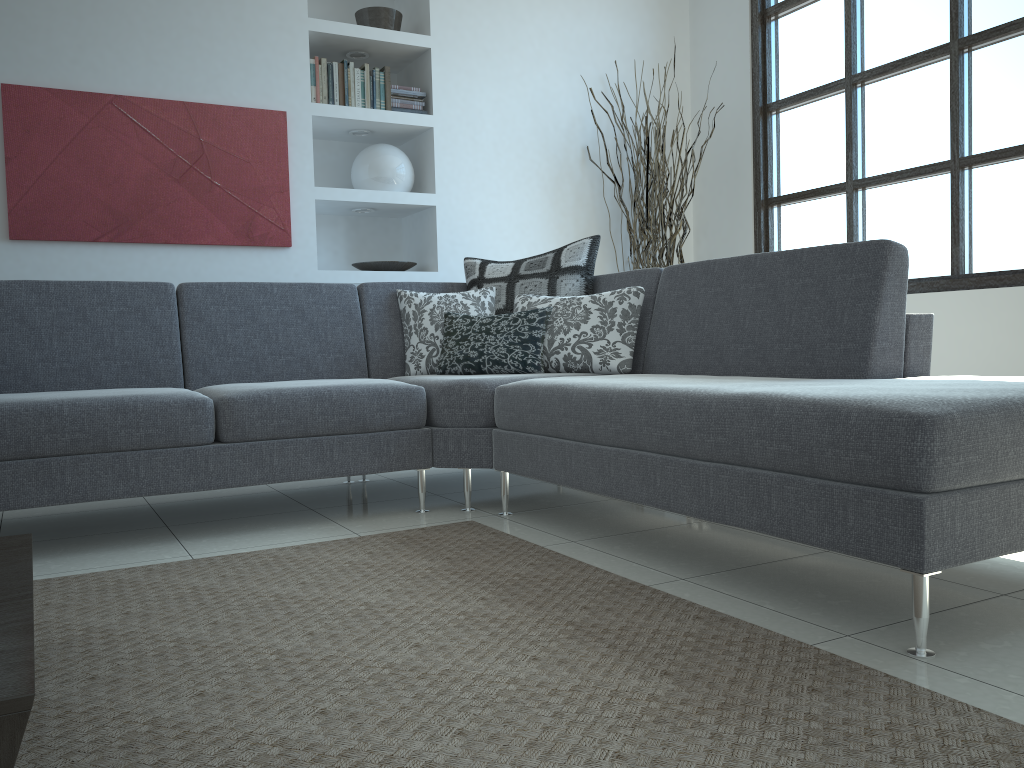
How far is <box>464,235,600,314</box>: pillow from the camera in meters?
3.7

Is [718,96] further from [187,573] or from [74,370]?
[187,573]

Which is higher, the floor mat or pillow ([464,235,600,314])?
pillow ([464,235,600,314])

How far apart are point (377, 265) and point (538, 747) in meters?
3.7

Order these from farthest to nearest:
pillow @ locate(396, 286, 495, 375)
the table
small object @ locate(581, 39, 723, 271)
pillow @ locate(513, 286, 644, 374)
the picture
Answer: small object @ locate(581, 39, 723, 271) < the picture < pillow @ locate(396, 286, 495, 375) < pillow @ locate(513, 286, 644, 374) < the table

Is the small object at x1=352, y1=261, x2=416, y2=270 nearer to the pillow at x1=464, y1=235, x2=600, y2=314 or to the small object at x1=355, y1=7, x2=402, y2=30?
the pillow at x1=464, y1=235, x2=600, y2=314

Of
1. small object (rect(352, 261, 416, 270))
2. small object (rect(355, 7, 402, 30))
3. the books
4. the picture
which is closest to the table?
the picture

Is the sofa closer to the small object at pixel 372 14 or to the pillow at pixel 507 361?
the pillow at pixel 507 361

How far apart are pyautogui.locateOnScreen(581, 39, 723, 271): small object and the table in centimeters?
366cm

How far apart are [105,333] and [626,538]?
2.0 meters
